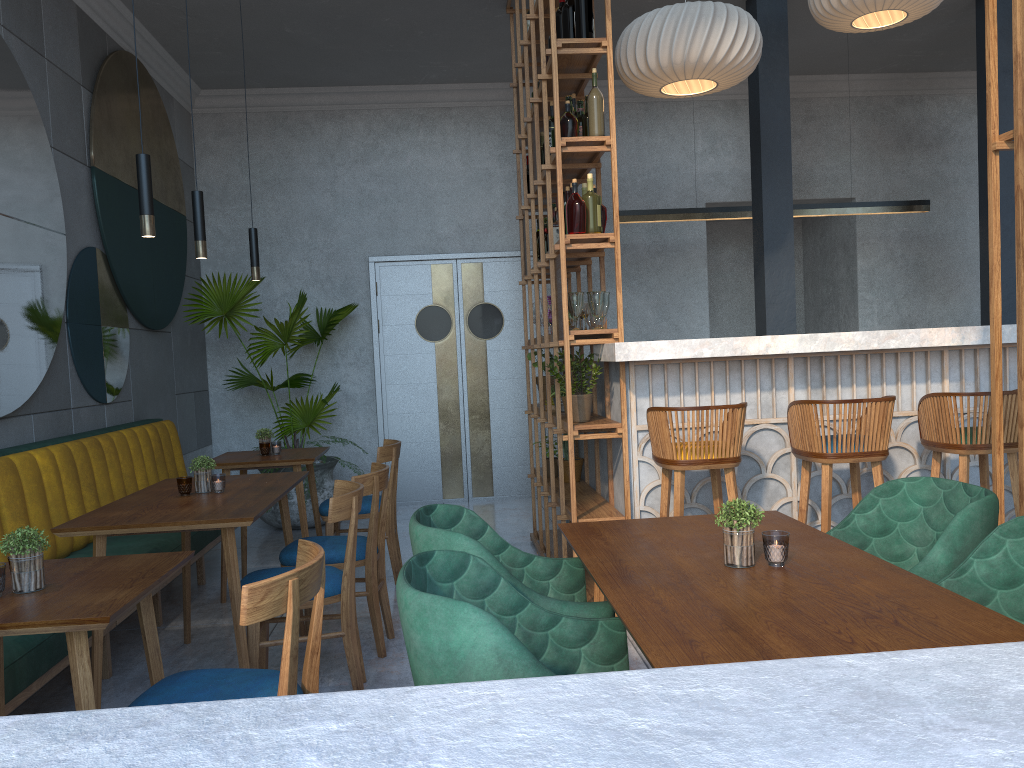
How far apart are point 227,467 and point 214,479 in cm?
117

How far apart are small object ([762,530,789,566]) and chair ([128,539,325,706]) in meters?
1.0 m

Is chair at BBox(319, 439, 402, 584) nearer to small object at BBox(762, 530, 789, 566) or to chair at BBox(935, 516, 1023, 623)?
small object at BBox(762, 530, 789, 566)

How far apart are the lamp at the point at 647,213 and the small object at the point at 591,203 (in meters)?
2.42

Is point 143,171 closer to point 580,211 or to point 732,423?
point 580,211

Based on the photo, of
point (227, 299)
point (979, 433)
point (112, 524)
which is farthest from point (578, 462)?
point (227, 299)

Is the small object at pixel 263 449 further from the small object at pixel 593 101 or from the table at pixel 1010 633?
the table at pixel 1010 633

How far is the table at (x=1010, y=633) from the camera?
1.4 meters

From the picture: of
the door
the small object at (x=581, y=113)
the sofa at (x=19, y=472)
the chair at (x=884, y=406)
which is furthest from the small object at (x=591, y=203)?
the door

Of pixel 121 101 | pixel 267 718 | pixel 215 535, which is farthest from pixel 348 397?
pixel 267 718
